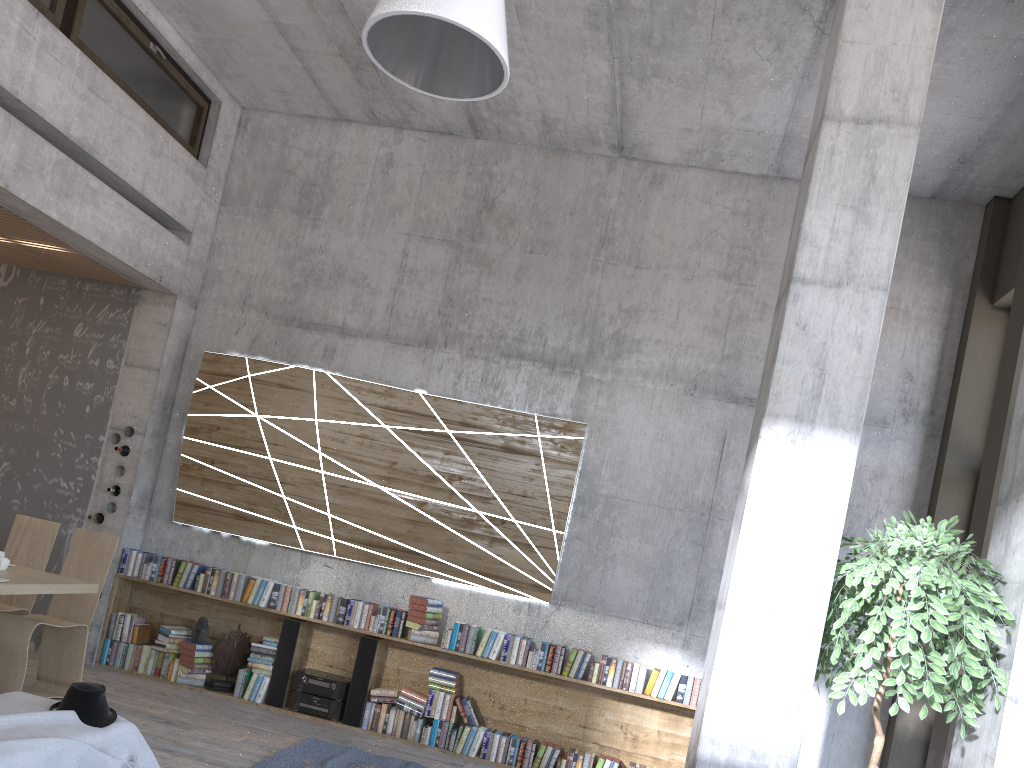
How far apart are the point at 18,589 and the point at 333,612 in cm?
250

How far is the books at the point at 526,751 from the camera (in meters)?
6.58

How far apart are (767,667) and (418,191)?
5.6 meters

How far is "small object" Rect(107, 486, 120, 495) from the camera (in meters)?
7.47

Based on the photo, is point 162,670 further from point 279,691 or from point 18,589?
point 18,589

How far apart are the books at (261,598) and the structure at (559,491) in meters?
0.4

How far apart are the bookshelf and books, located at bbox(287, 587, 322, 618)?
0.1m

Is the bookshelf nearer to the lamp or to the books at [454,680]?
the books at [454,680]

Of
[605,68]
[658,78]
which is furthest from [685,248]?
[605,68]

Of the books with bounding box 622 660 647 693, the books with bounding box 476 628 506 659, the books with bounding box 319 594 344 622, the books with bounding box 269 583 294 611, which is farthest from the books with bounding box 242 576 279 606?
the books with bounding box 622 660 647 693
